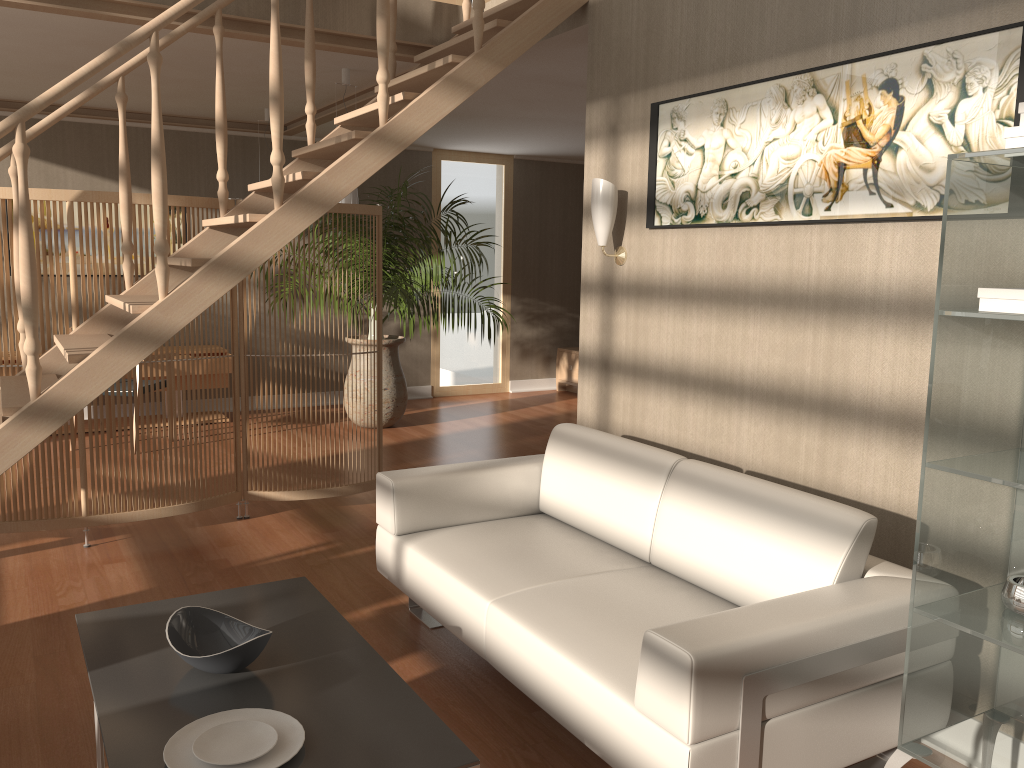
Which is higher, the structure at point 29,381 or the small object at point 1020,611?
the structure at point 29,381

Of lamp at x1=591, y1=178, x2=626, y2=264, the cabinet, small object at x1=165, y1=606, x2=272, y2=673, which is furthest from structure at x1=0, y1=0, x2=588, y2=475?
the cabinet

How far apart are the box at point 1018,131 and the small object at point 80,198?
3.39m

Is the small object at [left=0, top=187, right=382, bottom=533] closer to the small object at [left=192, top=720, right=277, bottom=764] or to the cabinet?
the small object at [left=192, top=720, right=277, bottom=764]

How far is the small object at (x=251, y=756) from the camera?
1.90m

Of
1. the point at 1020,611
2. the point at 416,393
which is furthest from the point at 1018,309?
the point at 416,393

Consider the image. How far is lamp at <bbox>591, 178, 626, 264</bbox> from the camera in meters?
3.6

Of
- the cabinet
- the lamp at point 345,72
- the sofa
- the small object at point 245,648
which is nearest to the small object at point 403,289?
the lamp at point 345,72

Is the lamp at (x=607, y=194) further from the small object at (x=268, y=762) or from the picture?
the small object at (x=268, y=762)

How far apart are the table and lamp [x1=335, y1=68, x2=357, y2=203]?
3.0m
